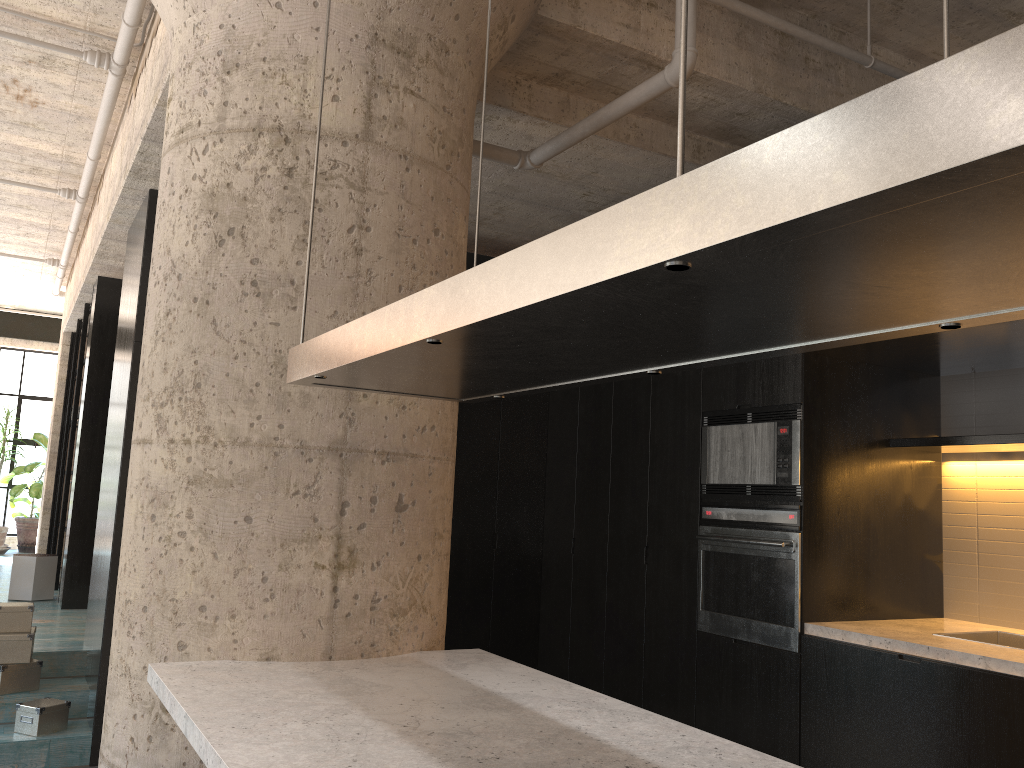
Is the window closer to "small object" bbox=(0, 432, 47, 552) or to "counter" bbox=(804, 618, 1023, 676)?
"small object" bbox=(0, 432, 47, 552)

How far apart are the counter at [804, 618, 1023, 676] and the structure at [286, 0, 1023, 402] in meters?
2.2

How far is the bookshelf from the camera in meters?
8.0

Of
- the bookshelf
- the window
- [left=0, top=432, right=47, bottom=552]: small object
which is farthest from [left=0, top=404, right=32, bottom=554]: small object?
the bookshelf

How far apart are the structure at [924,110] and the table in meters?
5.9

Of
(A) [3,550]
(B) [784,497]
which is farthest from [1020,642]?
(A) [3,550]

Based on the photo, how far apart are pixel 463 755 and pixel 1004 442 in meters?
3.1

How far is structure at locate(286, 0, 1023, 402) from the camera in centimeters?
71cm

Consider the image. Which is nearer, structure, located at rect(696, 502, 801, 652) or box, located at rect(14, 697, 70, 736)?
structure, located at rect(696, 502, 801, 652)

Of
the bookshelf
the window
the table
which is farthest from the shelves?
the window
